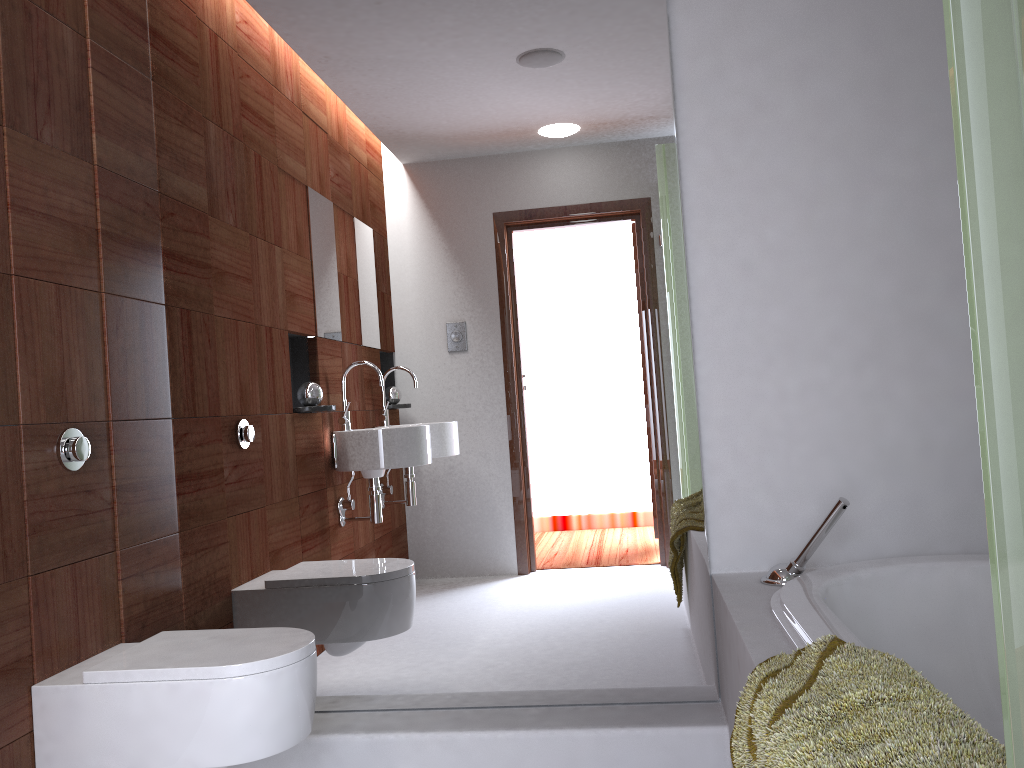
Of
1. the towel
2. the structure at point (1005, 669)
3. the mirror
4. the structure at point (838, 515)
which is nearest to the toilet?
the mirror

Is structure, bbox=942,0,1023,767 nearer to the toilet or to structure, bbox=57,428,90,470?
the toilet

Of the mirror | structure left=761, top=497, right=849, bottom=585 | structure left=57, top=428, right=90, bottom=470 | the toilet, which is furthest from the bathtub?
structure left=57, top=428, right=90, bottom=470

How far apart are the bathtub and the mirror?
0.3m

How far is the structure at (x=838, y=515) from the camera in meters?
2.0 m

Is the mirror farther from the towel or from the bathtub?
the towel

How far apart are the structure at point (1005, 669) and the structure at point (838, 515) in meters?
1.5

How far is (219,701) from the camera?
1.8m

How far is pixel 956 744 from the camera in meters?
1.0

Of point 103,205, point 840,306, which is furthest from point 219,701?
point 840,306
